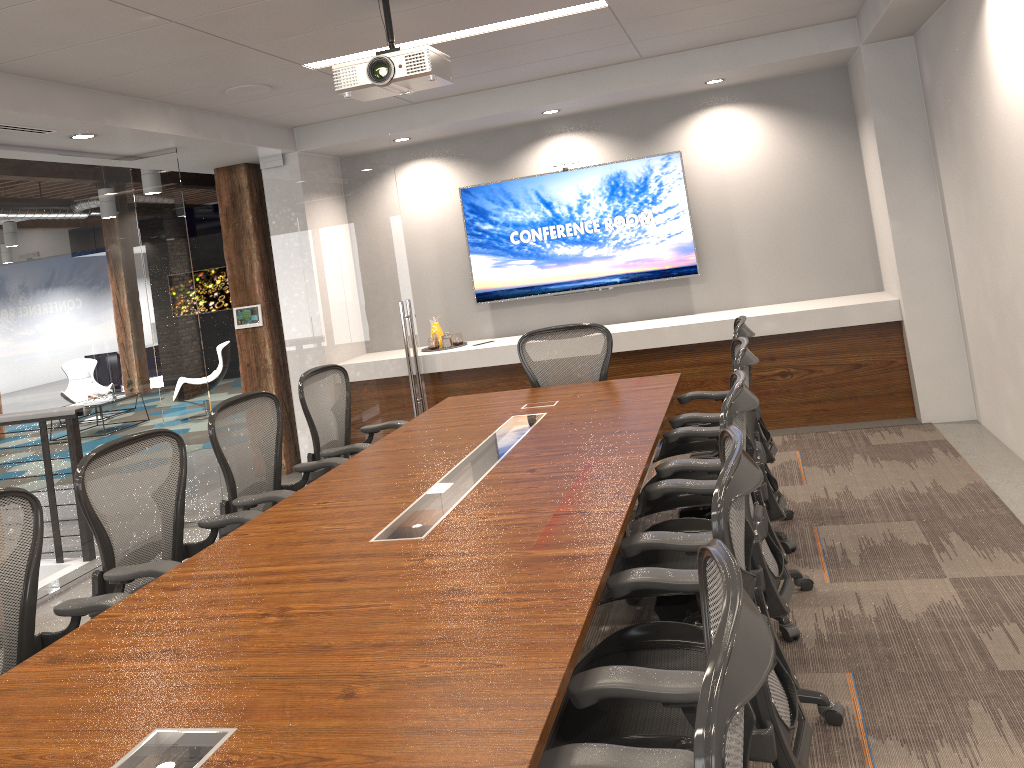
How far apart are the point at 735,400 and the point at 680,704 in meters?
1.1 m

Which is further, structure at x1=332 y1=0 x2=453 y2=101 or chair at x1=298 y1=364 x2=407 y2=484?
chair at x1=298 y1=364 x2=407 y2=484

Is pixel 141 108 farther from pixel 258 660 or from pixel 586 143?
pixel 258 660

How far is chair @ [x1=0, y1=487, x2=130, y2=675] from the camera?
2.8 meters

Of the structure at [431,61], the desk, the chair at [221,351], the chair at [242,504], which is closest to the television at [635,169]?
the desk

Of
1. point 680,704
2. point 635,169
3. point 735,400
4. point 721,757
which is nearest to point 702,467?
point 735,400

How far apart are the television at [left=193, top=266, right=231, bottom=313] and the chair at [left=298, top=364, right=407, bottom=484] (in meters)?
11.25

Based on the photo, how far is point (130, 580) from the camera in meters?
3.2 m

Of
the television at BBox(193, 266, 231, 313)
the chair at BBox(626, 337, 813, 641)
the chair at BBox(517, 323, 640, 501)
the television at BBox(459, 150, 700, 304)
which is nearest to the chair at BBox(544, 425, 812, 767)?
the chair at BBox(626, 337, 813, 641)

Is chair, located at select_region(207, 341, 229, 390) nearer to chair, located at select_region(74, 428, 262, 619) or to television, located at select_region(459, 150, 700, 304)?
television, located at select_region(459, 150, 700, 304)
